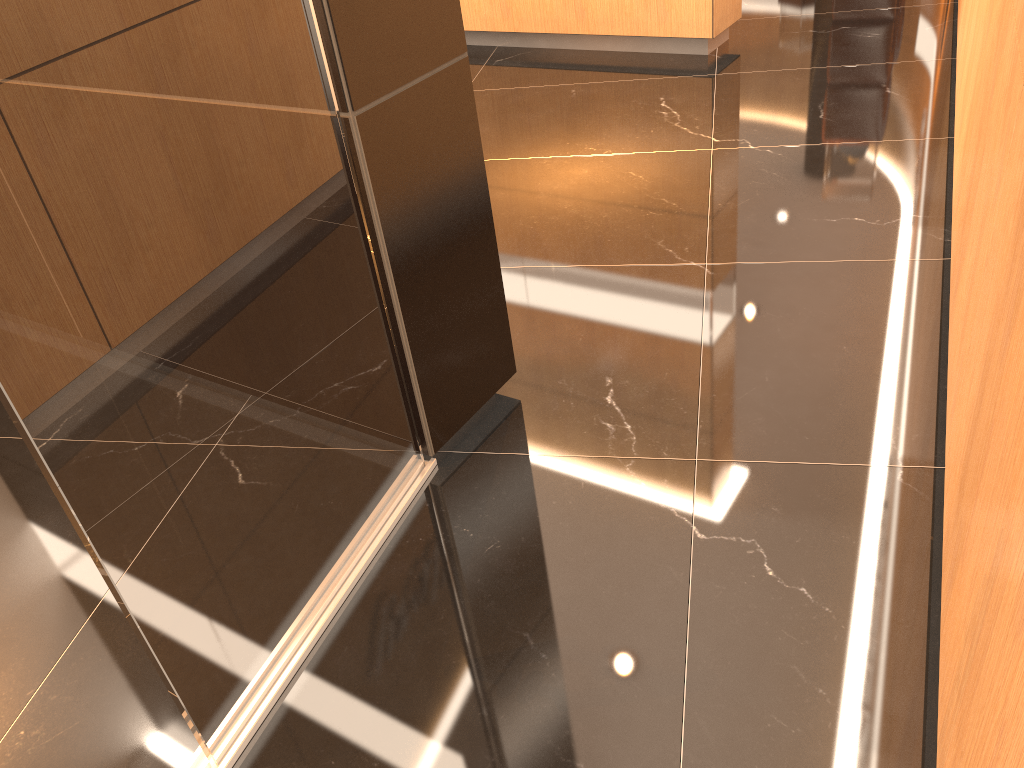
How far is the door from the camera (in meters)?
1.18

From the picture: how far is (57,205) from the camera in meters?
1.2

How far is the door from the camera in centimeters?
118cm
